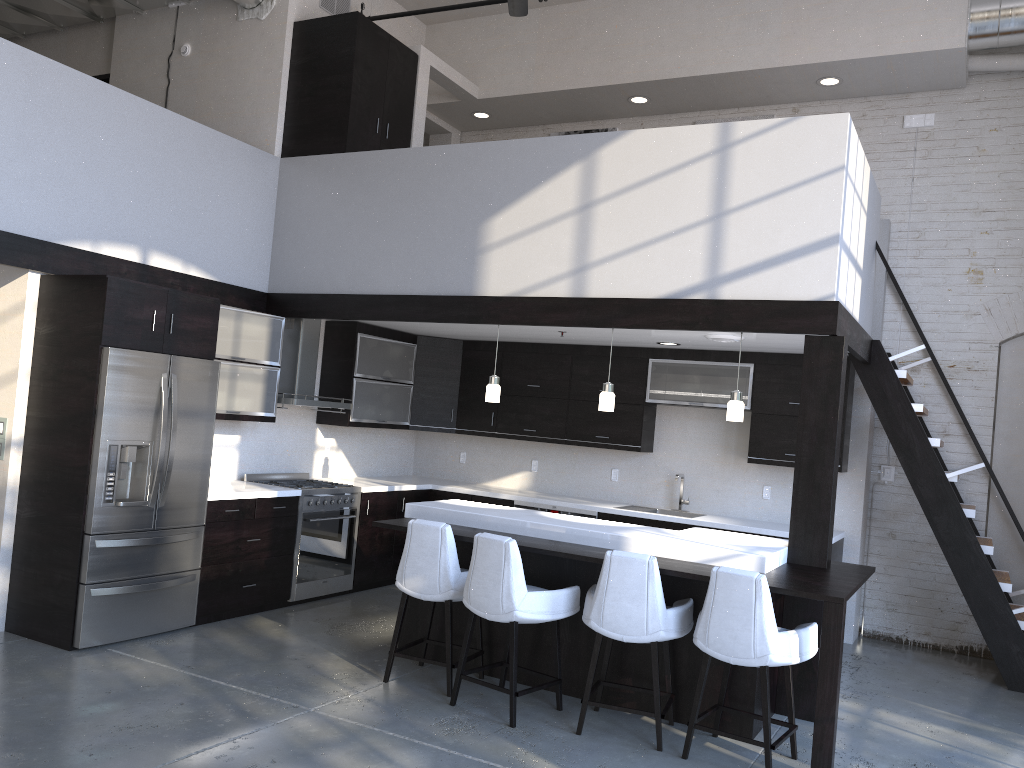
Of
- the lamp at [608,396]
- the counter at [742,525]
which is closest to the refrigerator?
the counter at [742,525]

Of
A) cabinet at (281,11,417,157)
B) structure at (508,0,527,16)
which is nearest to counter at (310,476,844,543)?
cabinet at (281,11,417,157)

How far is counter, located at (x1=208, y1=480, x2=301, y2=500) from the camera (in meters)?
6.01

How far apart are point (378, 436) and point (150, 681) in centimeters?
411cm

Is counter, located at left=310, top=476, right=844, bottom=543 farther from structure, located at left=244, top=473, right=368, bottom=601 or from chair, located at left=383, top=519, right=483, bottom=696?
chair, located at left=383, top=519, right=483, bottom=696

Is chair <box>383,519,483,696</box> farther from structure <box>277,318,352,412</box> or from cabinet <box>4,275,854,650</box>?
structure <box>277,318,352,412</box>

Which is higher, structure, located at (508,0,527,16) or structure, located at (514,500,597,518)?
structure, located at (508,0,527,16)

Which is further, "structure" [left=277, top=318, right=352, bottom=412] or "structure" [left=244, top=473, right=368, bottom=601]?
"structure" [left=277, top=318, right=352, bottom=412]

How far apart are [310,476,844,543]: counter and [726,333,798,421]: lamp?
1.78m

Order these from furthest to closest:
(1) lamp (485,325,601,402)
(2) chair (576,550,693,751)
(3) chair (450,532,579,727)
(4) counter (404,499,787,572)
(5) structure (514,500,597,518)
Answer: (5) structure (514,500,597,518), (1) lamp (485,325,601,402), (4) counter (404,499,787,572), (3) chair (450,532,579,727), (2) chair (576,550,693,751)
